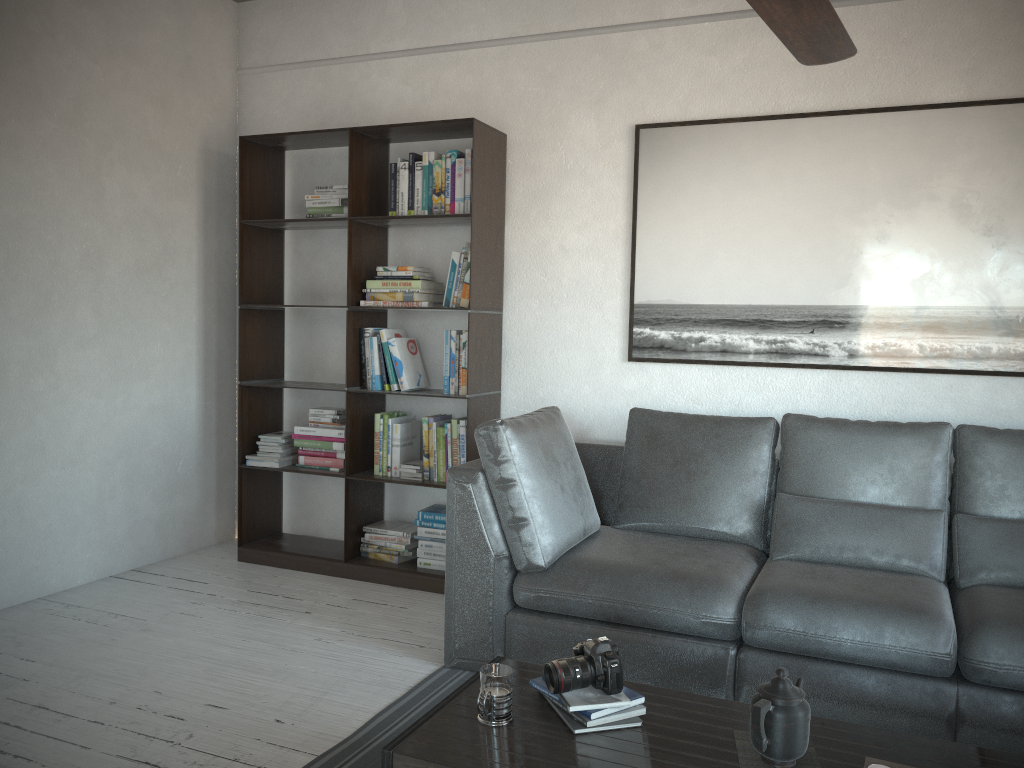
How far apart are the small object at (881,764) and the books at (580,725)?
0.48m

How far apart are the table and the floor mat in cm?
45

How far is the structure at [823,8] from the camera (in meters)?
1.84

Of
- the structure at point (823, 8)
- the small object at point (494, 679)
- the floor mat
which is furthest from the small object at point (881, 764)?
the structure at point (823, 8)

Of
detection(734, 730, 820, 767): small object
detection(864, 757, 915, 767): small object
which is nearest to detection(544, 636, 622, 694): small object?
detection(734, 730, 820, 767): small object

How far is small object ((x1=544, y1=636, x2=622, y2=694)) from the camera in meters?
2.0 m

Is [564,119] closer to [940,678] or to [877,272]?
[877,272]

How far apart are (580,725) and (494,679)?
0.2m

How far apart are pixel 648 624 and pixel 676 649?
0.1 meters

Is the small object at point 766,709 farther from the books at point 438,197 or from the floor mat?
the books at point 438,197
